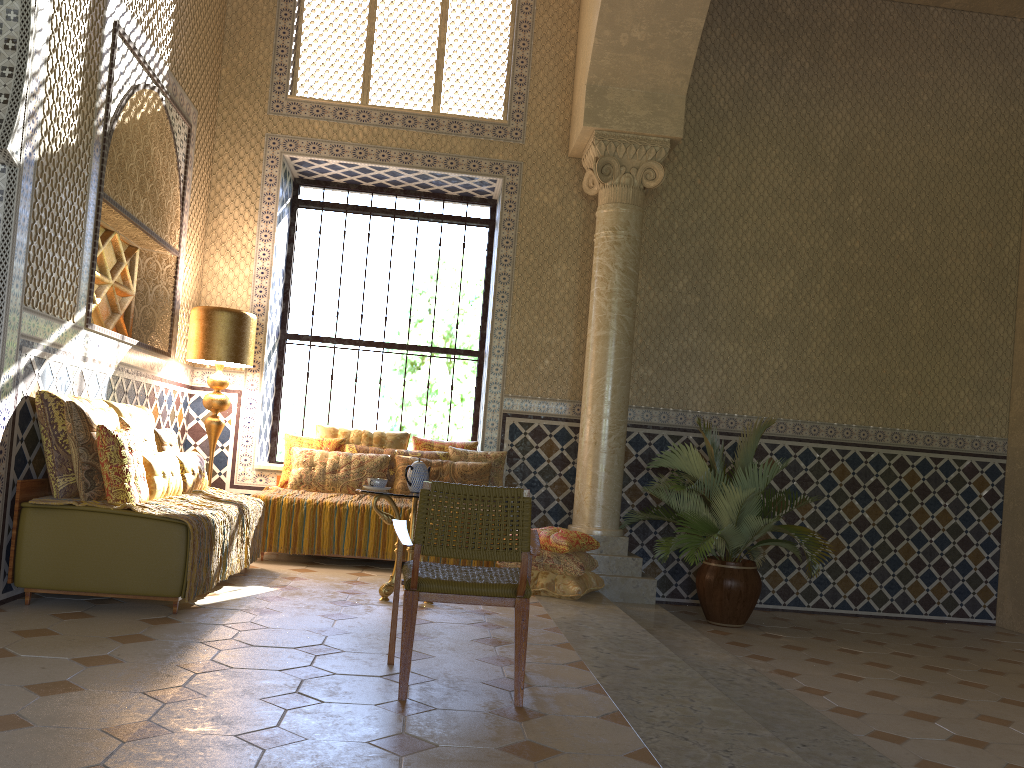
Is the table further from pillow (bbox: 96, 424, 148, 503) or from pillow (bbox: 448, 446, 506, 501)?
pillow (bbox: 448, 446, 506, 501)

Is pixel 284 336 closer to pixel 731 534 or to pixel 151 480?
pixel 151 480

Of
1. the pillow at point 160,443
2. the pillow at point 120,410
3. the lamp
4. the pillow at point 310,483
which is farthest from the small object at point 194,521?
the lamp

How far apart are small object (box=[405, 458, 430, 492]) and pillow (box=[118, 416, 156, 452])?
2.3m

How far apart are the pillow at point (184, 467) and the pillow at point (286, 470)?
1.7 meters

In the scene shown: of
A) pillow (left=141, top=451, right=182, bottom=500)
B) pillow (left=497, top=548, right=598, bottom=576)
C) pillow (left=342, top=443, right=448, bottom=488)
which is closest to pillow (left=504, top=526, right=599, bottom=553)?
pillow (left=497, top=548, right=598, bottom=576)

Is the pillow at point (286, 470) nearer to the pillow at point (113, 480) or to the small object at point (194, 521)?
the small object at point (194, 521)

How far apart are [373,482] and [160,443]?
2.10m

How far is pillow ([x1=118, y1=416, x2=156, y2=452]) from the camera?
7.6 meters

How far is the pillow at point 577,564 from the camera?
8.8 meters
